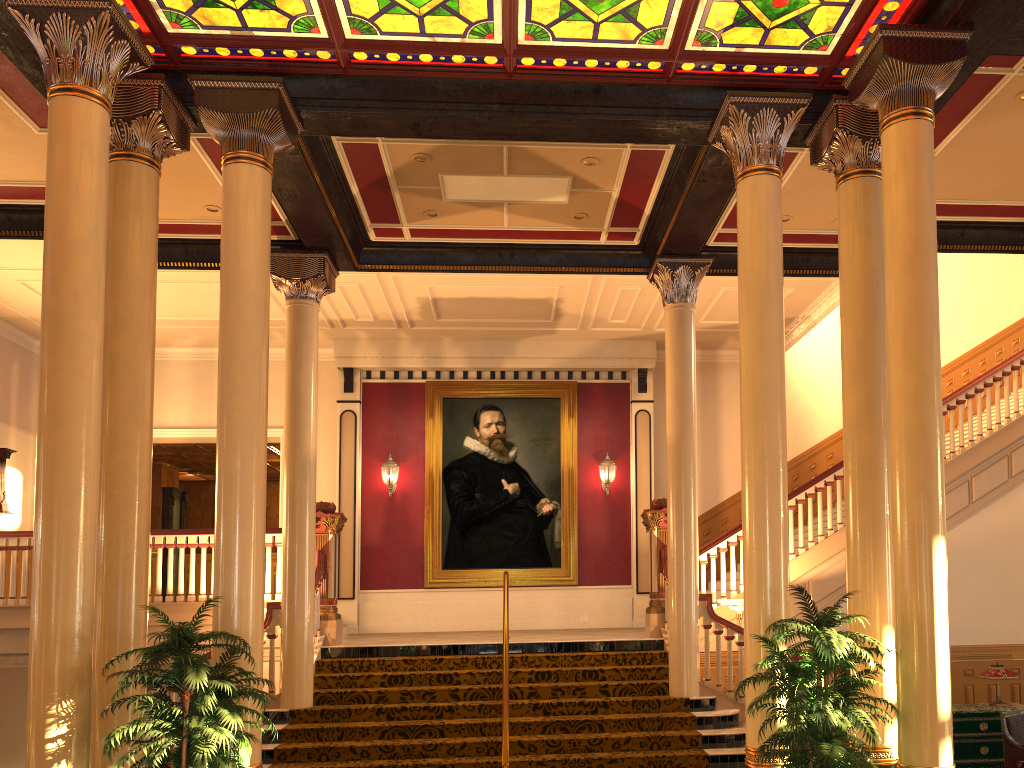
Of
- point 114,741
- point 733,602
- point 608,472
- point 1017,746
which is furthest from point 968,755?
point 114,741

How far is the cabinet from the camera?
8.1m

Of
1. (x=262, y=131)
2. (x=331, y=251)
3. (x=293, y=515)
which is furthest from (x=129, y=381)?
(x=331, y=251)

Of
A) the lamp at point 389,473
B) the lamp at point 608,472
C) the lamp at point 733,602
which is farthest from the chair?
the lamp at point 389,473

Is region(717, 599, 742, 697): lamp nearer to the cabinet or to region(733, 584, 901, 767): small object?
the cabinet

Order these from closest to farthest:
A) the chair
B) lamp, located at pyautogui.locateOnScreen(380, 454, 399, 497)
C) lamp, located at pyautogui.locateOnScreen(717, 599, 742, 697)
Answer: the chair → lamp, located at pyautogui.locateOnScreen(717, 599, 742, 697) → lamp, located at pyautogui.locateOnScreen(380, 454, 399, 497)

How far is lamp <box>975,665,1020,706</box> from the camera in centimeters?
841cm

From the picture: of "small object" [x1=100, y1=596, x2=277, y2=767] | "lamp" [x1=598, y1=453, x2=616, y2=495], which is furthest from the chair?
"lamp" [x1=598, y1=453, x2=616, y2=495]

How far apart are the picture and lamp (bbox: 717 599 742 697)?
4.5 meters

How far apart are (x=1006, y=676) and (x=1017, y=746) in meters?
1.0 m
